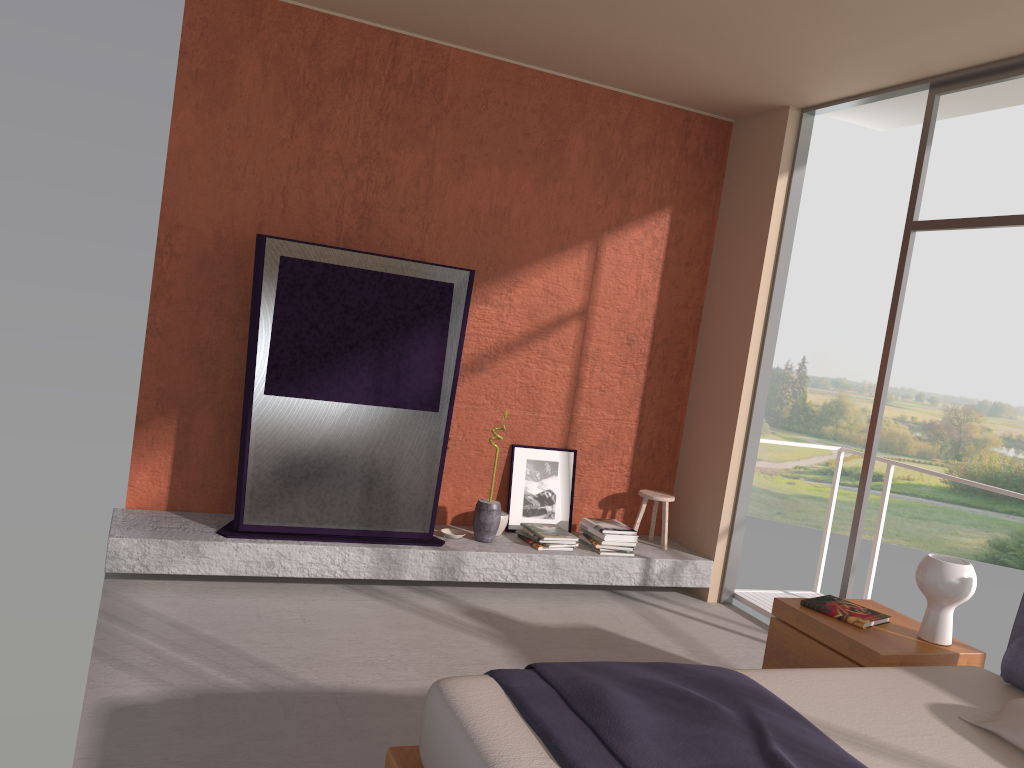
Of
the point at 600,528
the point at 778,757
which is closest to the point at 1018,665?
the point at 778,757

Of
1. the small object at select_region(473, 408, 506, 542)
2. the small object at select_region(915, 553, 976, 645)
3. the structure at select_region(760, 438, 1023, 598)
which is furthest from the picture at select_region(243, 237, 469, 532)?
the structure at select_region(760, 438, 1023, 598)

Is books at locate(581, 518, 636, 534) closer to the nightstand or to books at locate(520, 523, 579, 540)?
books at locate(520, 523, 579, 540)

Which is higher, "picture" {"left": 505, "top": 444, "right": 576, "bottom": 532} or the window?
the window

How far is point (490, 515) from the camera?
5.23m

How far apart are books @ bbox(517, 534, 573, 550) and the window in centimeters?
170cm

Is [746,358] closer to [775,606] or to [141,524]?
[775,606]

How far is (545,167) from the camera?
5.5m

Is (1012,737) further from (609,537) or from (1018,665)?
(609,537)

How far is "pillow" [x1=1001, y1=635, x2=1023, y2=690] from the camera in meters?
3.1 m
